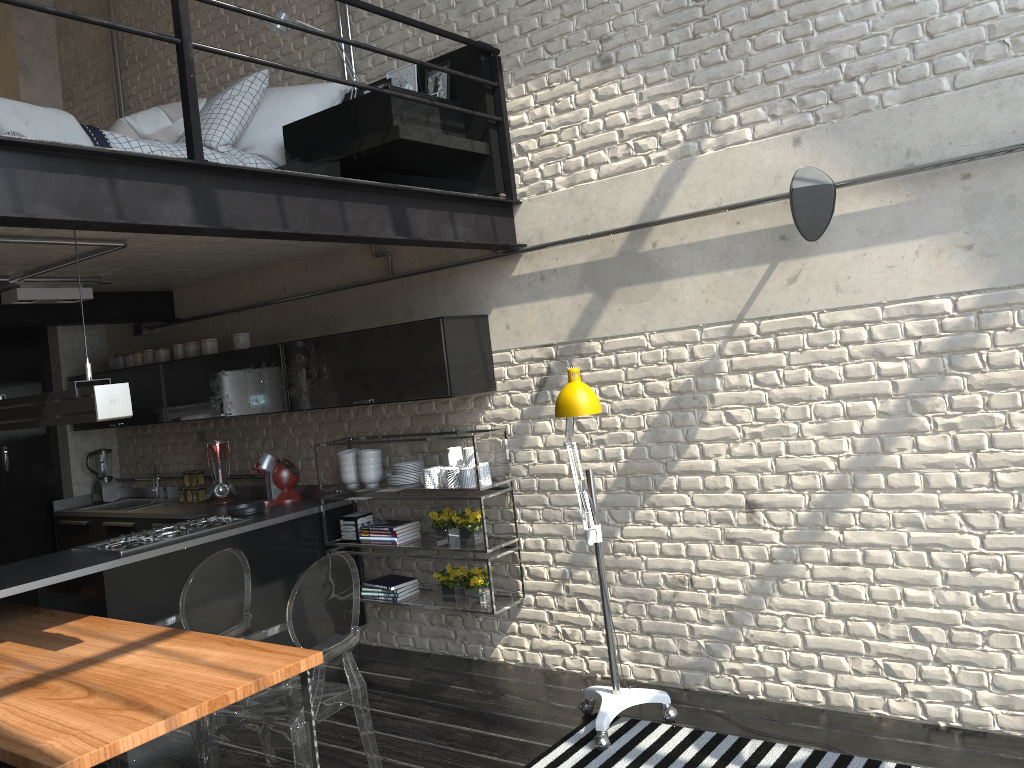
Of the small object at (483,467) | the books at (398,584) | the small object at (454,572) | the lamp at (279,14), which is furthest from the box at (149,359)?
the small object at (483,467)

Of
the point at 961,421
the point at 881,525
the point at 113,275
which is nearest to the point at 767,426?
the point at 881,525

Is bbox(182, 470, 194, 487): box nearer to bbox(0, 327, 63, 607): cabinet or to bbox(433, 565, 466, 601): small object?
bbox(0, 327, 63, 607): cabinet

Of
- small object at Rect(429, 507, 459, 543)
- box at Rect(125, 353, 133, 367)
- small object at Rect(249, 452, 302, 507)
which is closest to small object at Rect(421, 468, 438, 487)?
small object at Rect(429, 507, 459, 543)

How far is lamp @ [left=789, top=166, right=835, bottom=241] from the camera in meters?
3.4 m

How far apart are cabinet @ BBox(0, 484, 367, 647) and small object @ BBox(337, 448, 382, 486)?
0.21m

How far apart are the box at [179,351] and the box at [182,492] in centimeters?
99cm

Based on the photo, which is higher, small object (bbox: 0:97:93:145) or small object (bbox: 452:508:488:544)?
small object (bbox: 0:97:93:145)

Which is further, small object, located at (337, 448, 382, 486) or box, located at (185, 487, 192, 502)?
box, located at (185, 487, 192, 502)

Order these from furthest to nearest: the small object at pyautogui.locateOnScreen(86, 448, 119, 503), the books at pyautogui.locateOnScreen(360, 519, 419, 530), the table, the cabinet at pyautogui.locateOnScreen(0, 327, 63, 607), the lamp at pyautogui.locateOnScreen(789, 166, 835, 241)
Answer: the small object at pyautogui.locateOnScreen(86, 448, 119, 503)
the cabinet at pyautogui.locateOnScreen(0, 327, 63, 607)
the books at pyautogui.locateOnScreen(360, 519, 419, 530)
the lamp at pyautogui.locateOnScreen(789, 166, 835, 241)
the table
